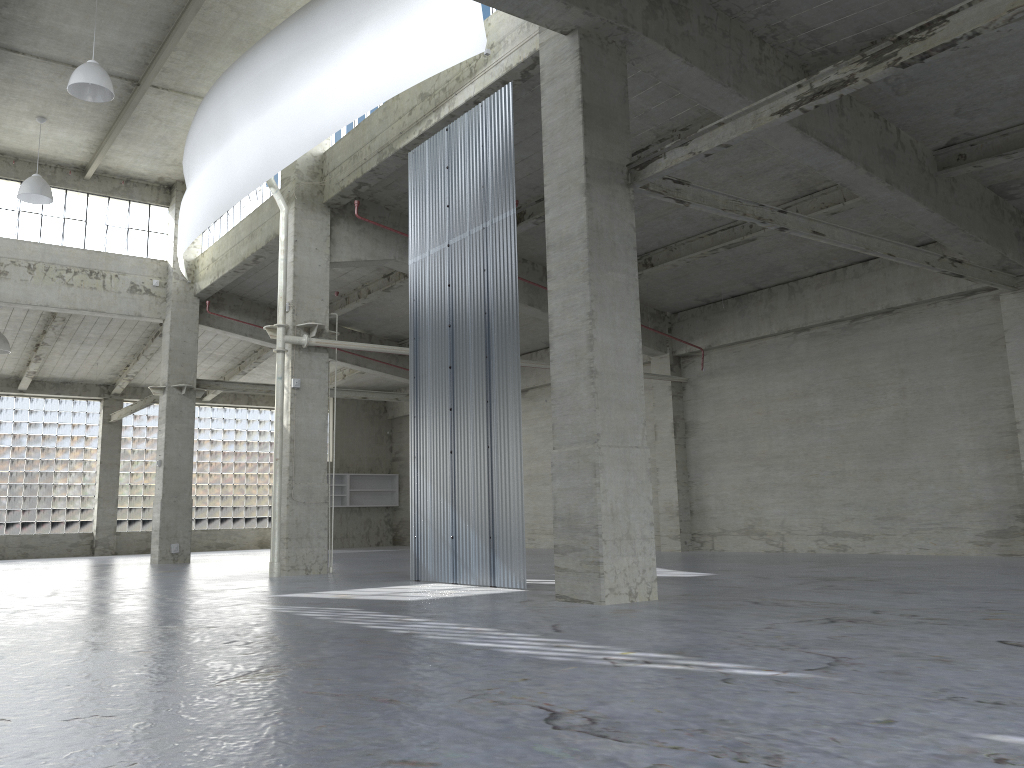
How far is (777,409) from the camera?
30.0m

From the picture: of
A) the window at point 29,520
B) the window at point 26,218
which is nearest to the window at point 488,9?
the window at point 26,218

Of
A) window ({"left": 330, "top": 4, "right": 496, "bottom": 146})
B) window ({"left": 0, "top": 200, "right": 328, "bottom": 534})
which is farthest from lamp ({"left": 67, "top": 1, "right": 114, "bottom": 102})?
window ({"left": 0, "top": 200, "right": 328, "bottom": 534})

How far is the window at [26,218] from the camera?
33.63m

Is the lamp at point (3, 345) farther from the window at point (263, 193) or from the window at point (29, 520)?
the window at point (29, 520)

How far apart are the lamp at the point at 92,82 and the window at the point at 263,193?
7.2 meters

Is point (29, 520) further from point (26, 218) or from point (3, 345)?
point (26, 218)

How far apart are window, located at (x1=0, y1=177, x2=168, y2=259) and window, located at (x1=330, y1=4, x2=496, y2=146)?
13.7m

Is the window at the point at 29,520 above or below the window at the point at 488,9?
below

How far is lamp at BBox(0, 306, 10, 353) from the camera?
35.9 meters
